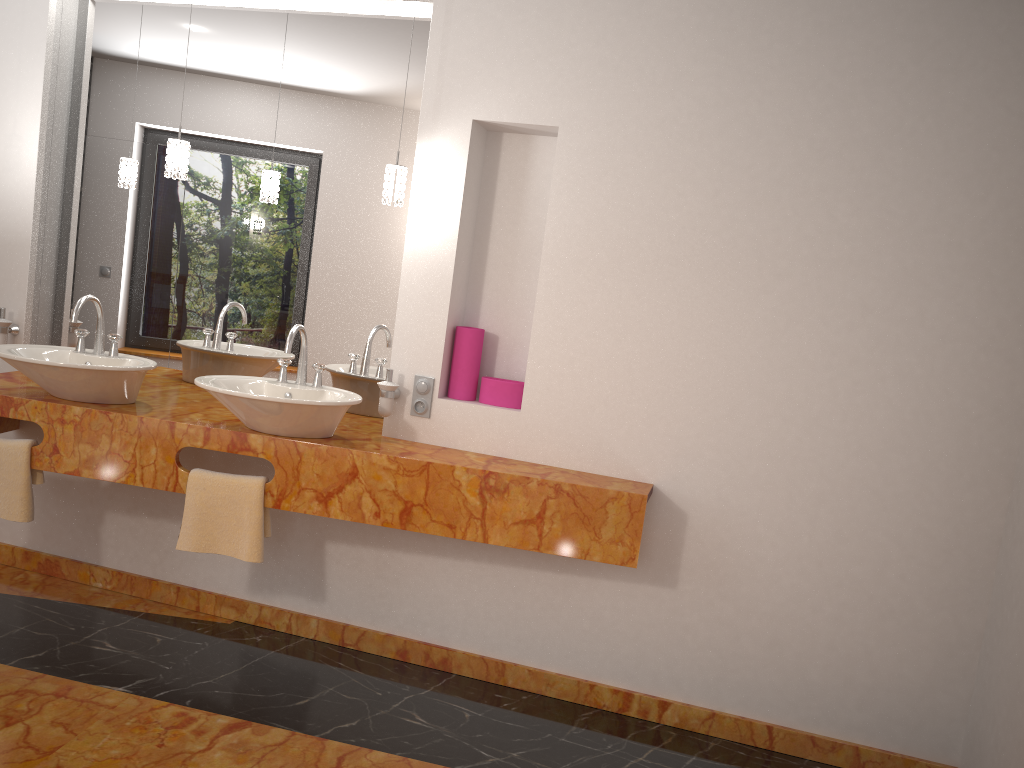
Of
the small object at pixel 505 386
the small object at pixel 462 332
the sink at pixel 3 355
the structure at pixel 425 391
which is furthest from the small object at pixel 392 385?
the sink at pixel 3 355

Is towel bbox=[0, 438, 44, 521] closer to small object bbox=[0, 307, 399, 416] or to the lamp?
small object bbox=[0, 307, 399, 416]

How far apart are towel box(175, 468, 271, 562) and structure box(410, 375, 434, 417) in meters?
0.6 m

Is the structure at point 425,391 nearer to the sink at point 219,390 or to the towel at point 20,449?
the sink at point 219,390

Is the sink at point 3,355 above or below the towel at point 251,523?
above

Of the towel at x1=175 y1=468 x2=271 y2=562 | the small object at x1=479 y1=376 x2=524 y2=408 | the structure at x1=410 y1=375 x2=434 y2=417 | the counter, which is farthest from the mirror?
the towel at x1=175 y1=468 x2=271 y2=562

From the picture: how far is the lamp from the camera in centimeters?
297cm

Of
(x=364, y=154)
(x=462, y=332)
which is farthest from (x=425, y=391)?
(x=364, y=154)

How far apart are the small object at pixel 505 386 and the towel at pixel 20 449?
1.5 meters

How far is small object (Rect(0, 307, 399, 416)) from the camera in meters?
3.0 m
